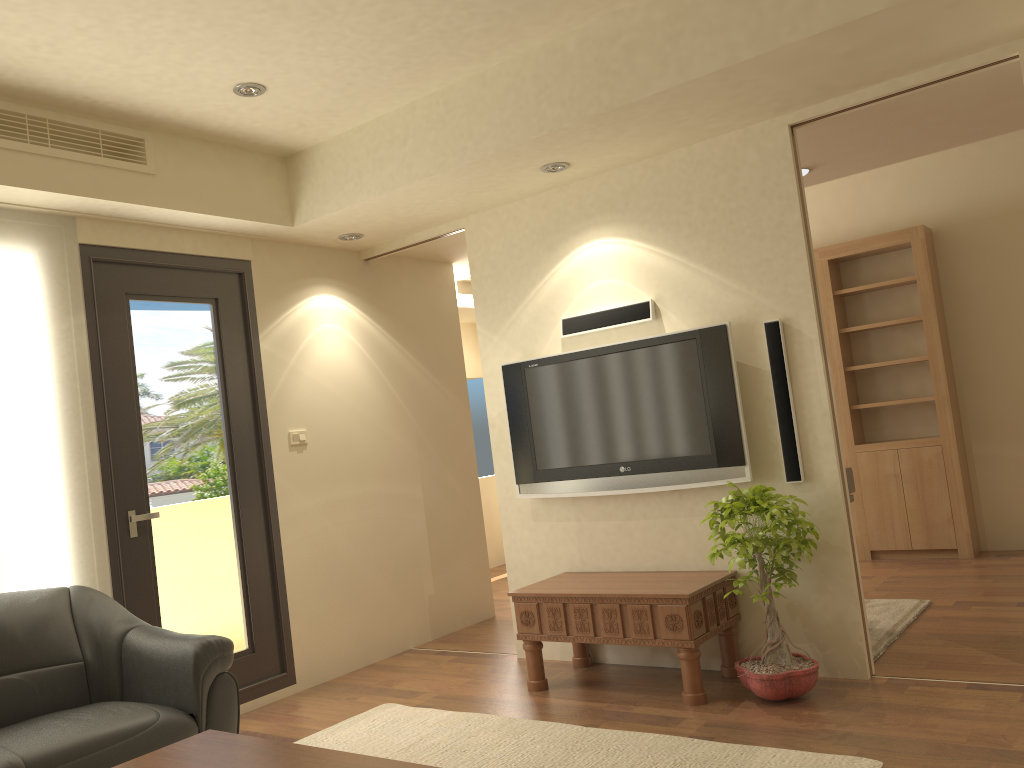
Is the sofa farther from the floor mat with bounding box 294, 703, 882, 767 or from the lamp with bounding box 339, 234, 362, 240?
the lamp with bounding box 339, 234, 362, 240

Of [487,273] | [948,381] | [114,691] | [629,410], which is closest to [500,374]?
[487,273]

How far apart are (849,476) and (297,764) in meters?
3.6

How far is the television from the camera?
4.2m

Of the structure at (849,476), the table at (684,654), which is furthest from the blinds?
the structure at (849,476)

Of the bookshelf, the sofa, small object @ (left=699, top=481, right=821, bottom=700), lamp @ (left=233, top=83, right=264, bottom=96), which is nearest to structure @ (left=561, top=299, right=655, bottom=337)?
small object @ (left=699, top=481, right=821, bottom=700)

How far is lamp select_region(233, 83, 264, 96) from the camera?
4.0 meters

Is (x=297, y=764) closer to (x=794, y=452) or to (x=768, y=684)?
(x=768, y=684)

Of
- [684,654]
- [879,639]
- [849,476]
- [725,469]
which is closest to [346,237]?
[725,469]

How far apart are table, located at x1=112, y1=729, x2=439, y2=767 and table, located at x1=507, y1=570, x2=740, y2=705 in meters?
1.9
